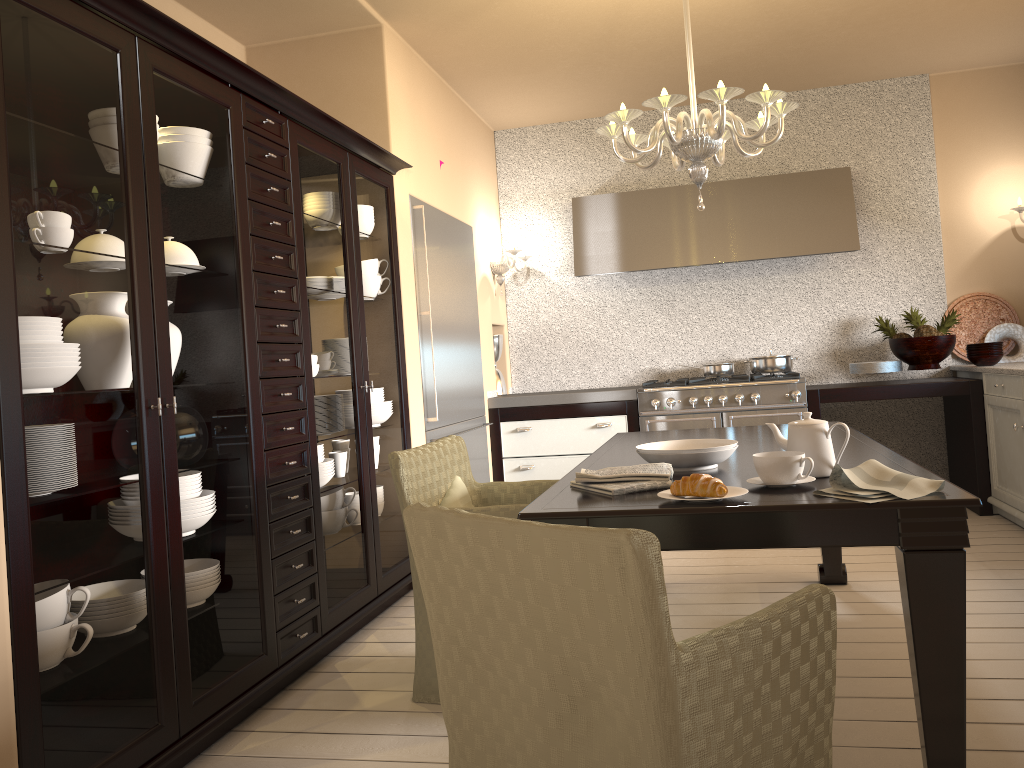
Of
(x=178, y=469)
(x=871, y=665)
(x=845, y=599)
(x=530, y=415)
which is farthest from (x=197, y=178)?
(x=530, y=415)

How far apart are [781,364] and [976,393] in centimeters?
104cm

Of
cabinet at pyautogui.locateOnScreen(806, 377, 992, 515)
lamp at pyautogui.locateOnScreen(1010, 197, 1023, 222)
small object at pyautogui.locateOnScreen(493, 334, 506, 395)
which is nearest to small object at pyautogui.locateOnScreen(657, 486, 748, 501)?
cabinet at pyautogui.locateOnScreen(806, 377, 992, 515)

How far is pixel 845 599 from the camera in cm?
338

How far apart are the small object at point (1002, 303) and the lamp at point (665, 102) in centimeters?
281cm

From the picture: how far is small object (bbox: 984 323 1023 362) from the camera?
5.2m

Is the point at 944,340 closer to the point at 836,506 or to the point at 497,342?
the point at 497,342

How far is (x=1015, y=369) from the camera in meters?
4.2

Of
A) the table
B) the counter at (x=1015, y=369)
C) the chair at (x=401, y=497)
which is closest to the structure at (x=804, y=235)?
the counter at (x=1015, y=369)

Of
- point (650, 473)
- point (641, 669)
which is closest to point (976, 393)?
point (650, 473)
